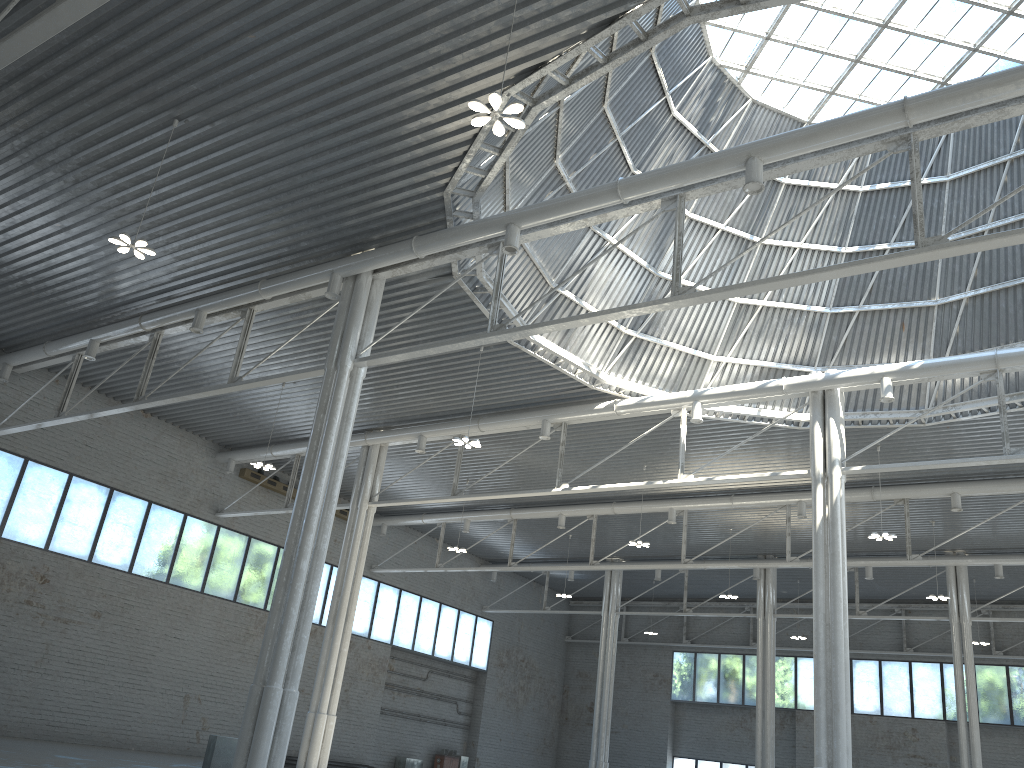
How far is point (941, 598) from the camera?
45.17m
